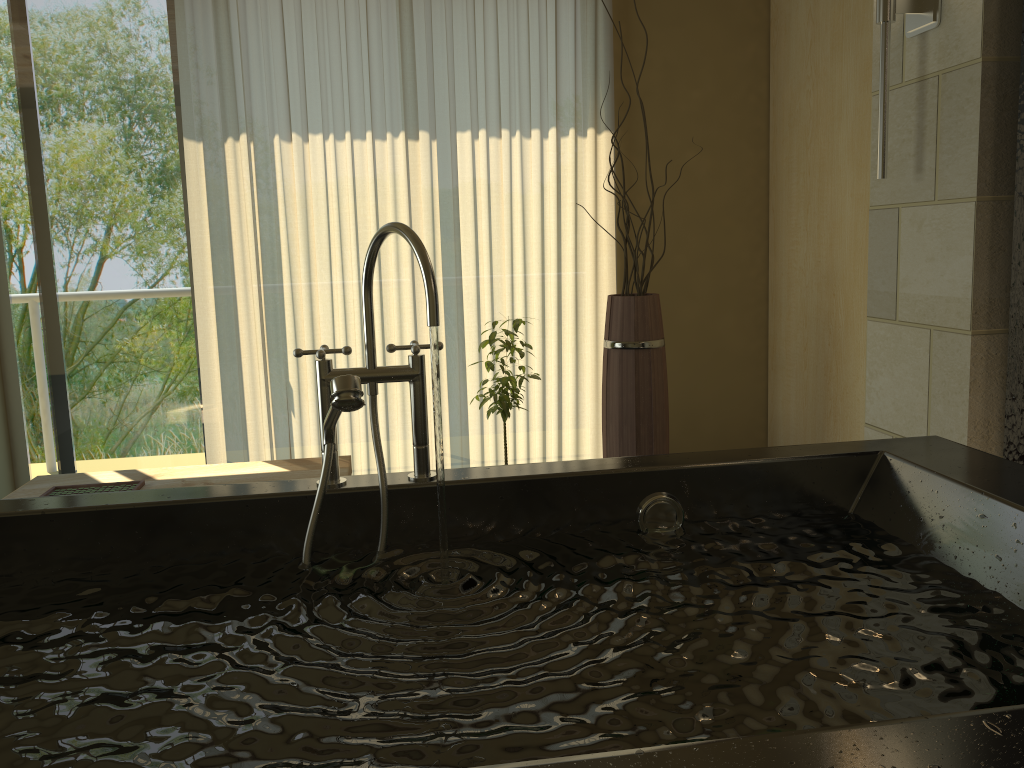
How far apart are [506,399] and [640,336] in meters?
0.5 m

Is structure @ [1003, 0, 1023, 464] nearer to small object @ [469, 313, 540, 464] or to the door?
small object @ [469, 313, 540, 464]

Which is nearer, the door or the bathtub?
the bathtub

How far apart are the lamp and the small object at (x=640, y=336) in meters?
1.0 m

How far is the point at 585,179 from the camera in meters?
3.7 m

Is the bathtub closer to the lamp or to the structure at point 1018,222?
the structure at point 1018,222

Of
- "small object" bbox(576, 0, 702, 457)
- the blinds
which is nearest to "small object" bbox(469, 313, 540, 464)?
"small object" bbox(576, 0, 702, 457)

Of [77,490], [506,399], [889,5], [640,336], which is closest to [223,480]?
[77,490]

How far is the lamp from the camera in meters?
2.1

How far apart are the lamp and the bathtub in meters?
0.8 m
